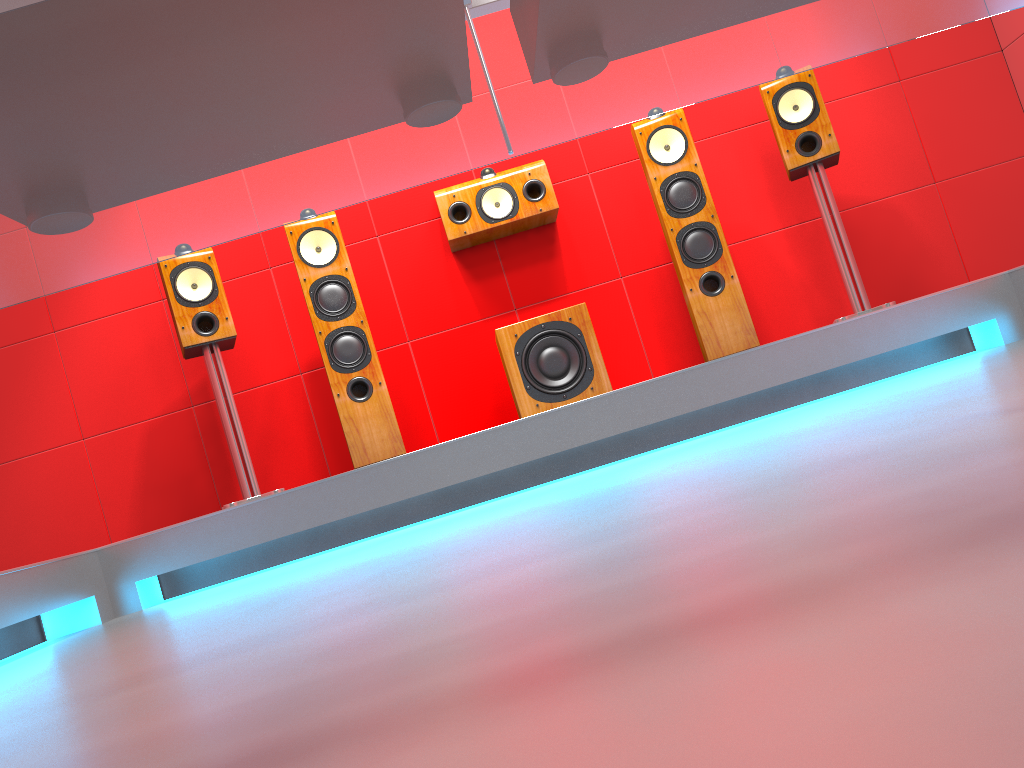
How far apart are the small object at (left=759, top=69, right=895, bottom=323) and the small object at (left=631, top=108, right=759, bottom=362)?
0.3m

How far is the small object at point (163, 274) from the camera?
3.4 meters

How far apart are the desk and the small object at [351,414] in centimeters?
243cm

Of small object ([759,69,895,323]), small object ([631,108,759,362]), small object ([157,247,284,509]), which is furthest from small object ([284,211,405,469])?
small object ([759,69,895,323])

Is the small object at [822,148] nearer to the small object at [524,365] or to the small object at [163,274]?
the small object at [524,365]

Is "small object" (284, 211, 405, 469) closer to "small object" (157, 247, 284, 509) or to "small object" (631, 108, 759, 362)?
"small object" (157, 247, 284, 509)

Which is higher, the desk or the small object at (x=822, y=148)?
the small object at (x=822, y=148)

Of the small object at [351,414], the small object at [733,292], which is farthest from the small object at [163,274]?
the small object at [733,292]

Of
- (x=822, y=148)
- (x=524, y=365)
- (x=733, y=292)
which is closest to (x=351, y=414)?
(x=524, y=365)

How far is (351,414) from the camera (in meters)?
3.38
